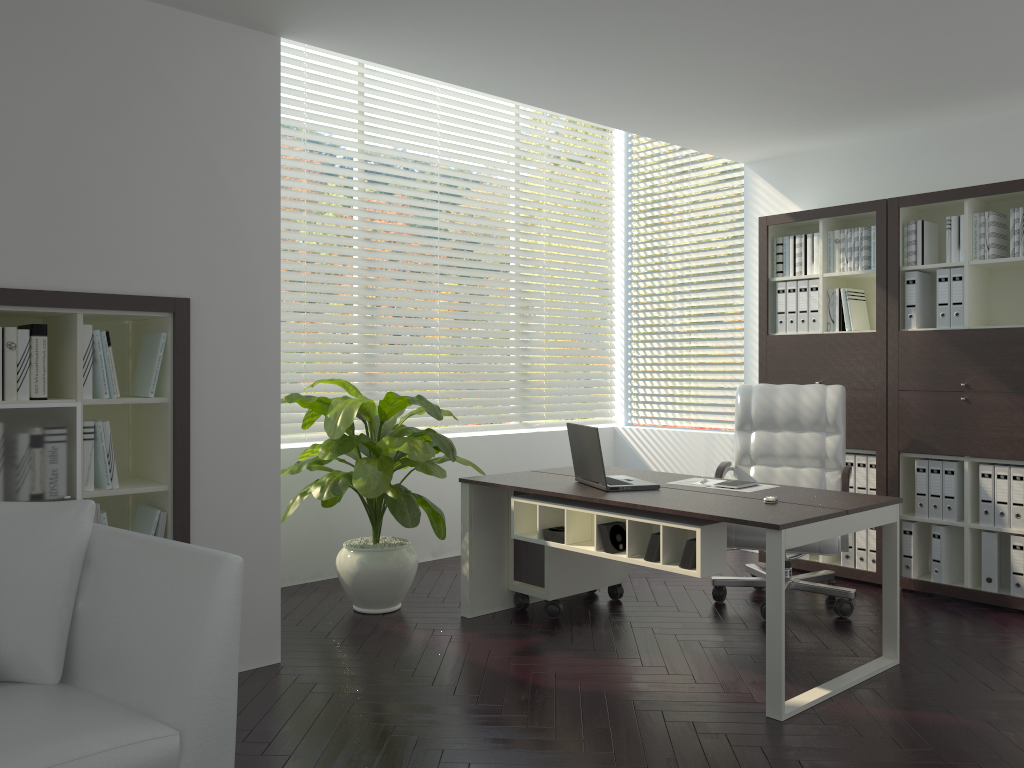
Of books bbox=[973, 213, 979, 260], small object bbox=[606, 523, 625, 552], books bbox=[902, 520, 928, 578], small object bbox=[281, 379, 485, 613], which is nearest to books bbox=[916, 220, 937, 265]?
books bbox=[973, 213, 979, 260]

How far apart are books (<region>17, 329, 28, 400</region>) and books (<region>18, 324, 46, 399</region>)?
0.02m

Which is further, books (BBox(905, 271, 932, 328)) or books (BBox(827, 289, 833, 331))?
books (BBox(827, 289, 833, 331))

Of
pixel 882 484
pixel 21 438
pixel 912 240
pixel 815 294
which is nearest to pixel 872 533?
pixel 882 484

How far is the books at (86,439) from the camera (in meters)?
3.29

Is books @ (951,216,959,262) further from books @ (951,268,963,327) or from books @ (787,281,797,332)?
books @ (787,281,797,332)

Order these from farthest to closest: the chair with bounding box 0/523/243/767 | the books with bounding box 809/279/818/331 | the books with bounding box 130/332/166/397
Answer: the books with bounding box 809/279/818/331, the books with bounding box 130/332/166/397, the chair with bounding box 0/523/243/767

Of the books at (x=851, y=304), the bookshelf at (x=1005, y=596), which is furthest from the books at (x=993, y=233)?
Answer: the books at (x=851, y=304)

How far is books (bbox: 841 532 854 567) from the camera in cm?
524

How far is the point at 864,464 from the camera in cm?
516
